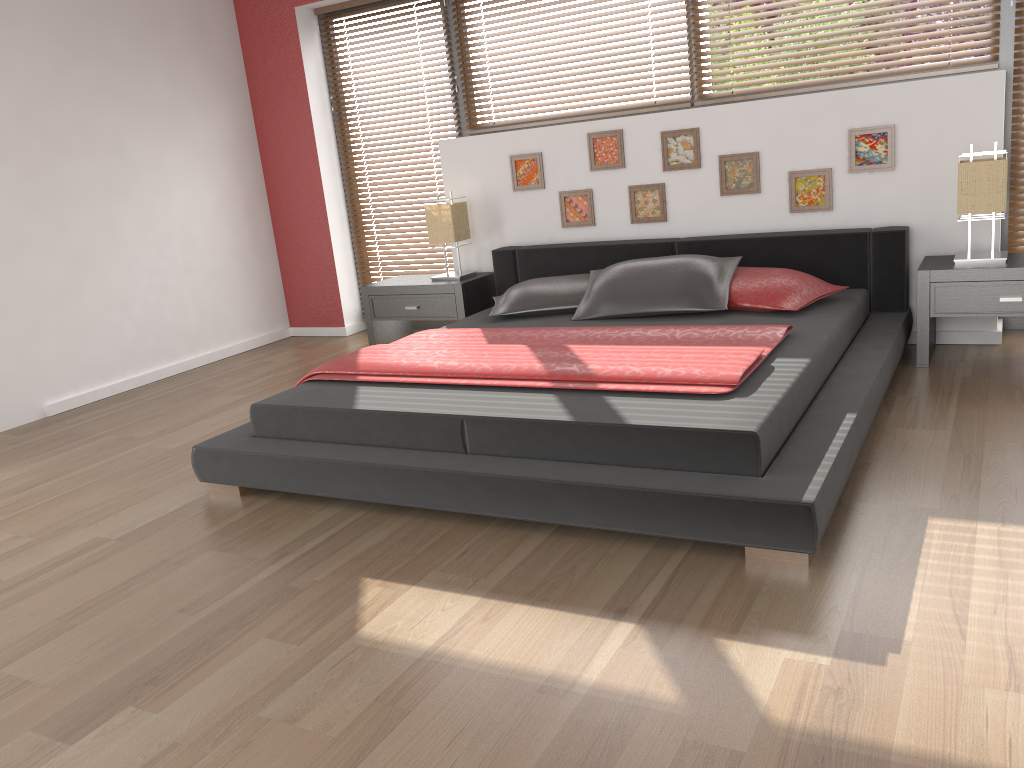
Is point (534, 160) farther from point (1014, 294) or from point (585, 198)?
point (1014, 294)

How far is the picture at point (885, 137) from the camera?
4.1 meters

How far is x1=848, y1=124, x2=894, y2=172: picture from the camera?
4.1m

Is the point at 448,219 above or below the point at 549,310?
above

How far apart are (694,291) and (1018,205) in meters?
1.6 m

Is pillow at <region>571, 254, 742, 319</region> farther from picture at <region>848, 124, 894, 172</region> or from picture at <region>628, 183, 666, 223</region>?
picture at <region>848, 124, 894, 172</region>

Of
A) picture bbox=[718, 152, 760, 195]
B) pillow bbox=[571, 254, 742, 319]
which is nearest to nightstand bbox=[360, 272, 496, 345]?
pillow bbox=[571, 254, 742, 319]

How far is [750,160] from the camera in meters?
4.4

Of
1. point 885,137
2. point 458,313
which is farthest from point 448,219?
point 885,137

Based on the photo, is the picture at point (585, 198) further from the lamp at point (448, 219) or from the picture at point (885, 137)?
the picture at point (885, 137)
